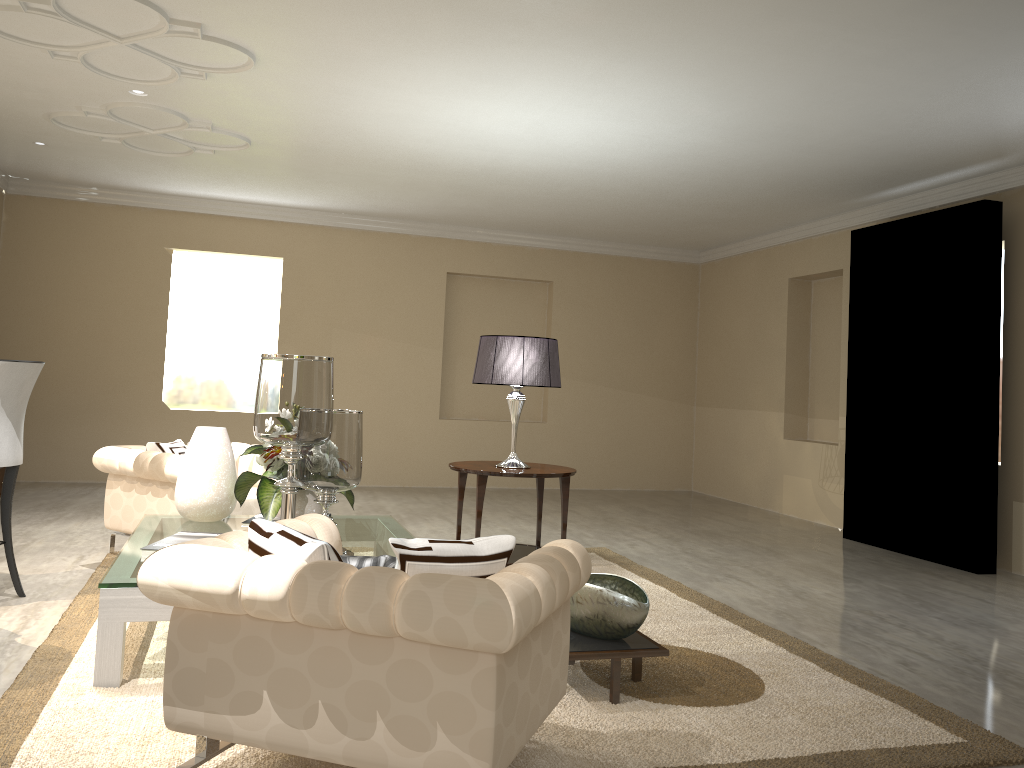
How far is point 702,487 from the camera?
8.6m

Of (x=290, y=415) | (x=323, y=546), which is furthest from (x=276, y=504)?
(x=323, y=546)

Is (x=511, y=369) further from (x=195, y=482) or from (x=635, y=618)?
(x=635, y=618)

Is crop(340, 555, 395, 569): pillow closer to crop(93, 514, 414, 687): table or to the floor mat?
the floor mat

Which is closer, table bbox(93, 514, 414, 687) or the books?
table bbox(93, 514, 414, 687)

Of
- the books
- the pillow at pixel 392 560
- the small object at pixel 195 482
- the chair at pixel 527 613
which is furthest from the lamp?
the pillow at pixel 392 560

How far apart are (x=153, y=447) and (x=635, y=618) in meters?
2.6

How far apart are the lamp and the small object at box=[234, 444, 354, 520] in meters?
1.1

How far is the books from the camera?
2.9 meters

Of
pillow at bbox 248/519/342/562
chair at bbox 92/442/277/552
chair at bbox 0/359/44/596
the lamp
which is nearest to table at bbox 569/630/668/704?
pillow at bbox 248/519/342/562
